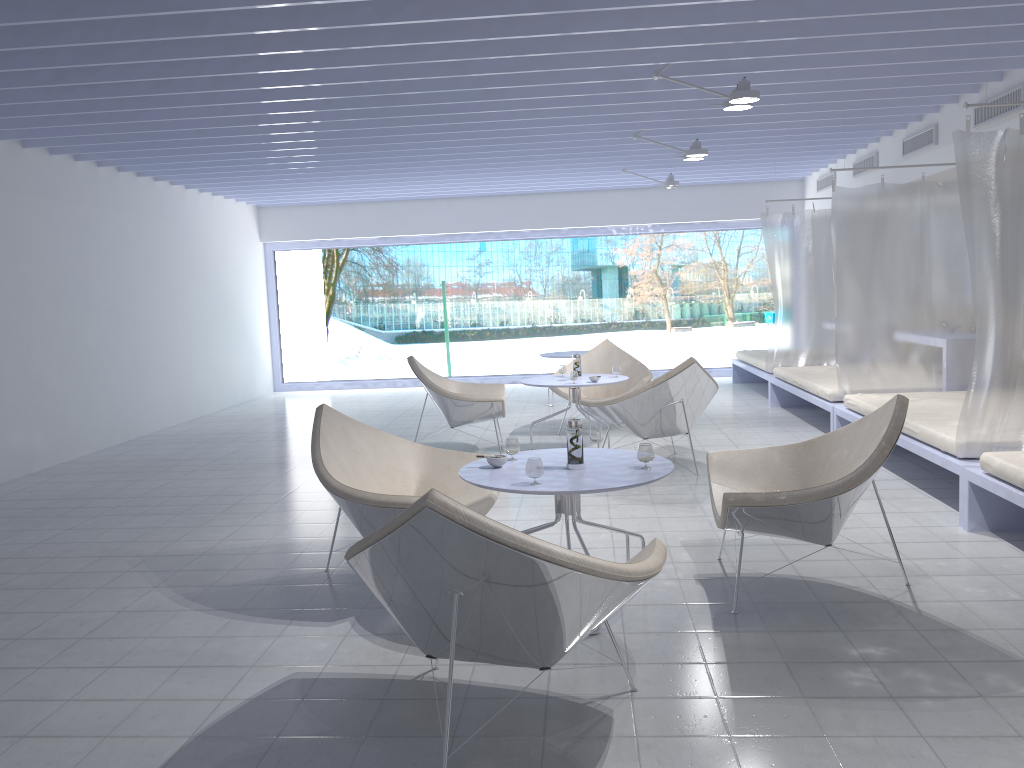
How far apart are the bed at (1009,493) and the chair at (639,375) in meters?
3.3 m

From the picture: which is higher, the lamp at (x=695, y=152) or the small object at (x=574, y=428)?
→ the lamp at (x=695, y=152)

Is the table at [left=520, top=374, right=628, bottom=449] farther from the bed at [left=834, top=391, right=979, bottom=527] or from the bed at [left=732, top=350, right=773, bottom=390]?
the bed at [left=732, top=350, right=773, bottom=390]

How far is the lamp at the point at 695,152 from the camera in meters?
7.0

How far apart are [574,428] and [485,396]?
3.12m

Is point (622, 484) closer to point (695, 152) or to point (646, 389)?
point (646, 389)

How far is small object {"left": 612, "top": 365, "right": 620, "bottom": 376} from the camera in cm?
→ 672

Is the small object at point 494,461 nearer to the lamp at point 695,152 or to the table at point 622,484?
the table at point 622,484

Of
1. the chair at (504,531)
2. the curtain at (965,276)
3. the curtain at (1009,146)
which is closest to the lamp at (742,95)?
the curtain at (1009,146)

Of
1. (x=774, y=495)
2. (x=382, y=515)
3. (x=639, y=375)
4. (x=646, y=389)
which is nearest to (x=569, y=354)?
(x=639, y=375)
